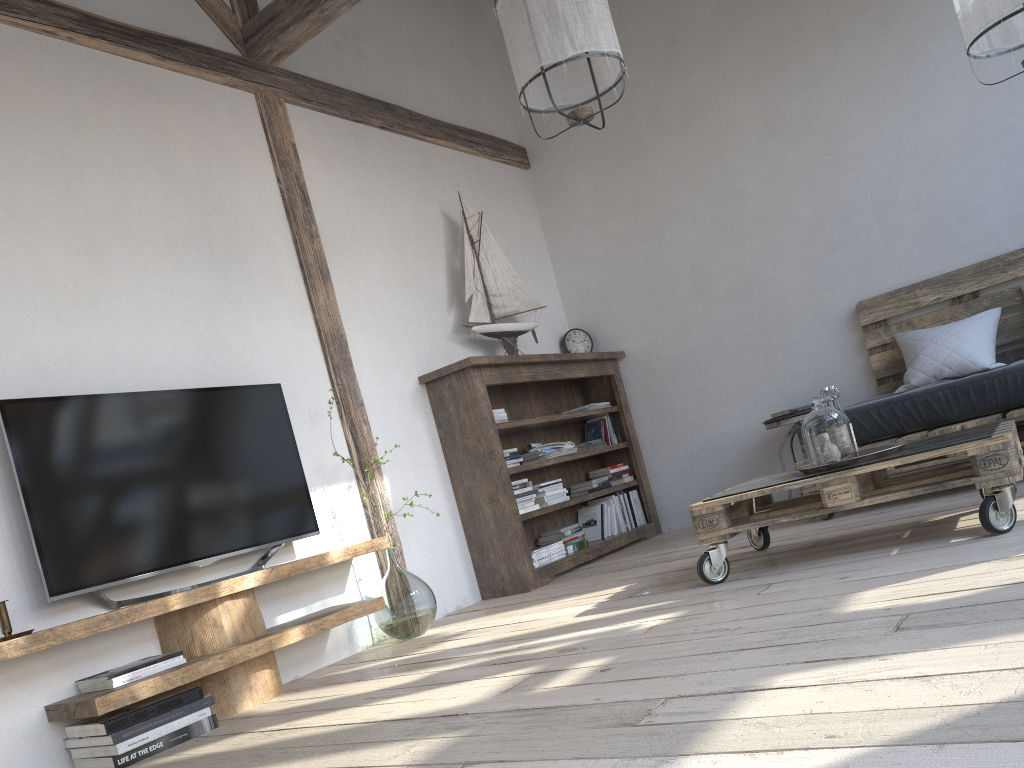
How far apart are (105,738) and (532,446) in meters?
2.7 m

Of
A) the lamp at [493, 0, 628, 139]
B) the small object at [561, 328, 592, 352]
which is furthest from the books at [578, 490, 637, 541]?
the lamp at [493, 0, 628, 139]

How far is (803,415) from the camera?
4.67m

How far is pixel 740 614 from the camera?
2.4 meters

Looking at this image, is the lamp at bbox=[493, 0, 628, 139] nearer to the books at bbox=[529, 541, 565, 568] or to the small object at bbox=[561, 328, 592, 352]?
the books at bbox=[529, 541, 565, 568]

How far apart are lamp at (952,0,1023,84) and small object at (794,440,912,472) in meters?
1.5

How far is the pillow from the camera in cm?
419

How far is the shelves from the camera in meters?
2.5

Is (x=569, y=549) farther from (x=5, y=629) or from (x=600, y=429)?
(x=5, y=629)

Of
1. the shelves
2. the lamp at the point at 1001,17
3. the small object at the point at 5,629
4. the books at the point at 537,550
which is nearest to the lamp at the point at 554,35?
the lamp at the point at 1001,17
